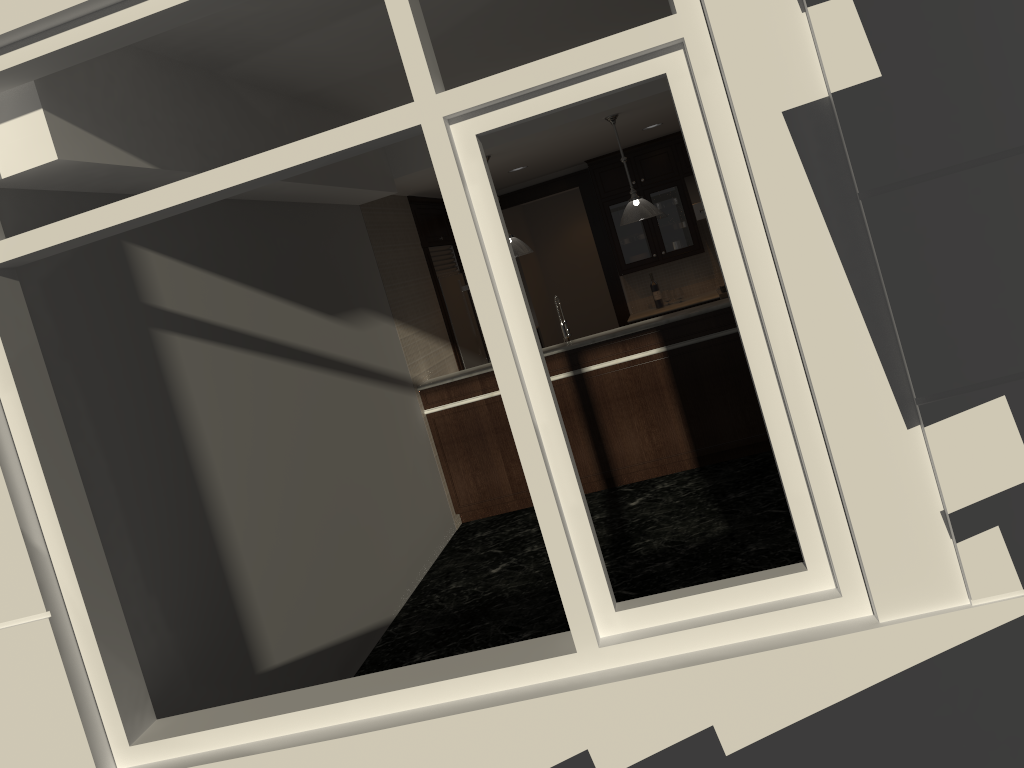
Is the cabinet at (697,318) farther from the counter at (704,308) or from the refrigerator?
the refrigerator

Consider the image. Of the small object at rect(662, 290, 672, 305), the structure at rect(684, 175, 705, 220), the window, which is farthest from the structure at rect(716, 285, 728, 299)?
the window

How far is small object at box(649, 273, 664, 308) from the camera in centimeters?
902cm

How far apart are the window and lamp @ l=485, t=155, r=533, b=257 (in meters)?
3.92

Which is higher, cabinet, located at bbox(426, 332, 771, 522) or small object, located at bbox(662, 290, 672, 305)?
small object, located at bbox(662, 290, 672, 305)

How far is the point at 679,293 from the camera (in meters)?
9.00

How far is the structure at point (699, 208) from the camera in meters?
8.6 m

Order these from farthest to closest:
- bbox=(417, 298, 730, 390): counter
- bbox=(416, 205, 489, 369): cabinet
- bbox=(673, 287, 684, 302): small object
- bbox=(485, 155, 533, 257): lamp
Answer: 1. bbox=(673, 287, 684, 302): small object
2. bbox=(416, 205, 489, 369): cabinet
3. bbox=(485, 155, 533, 257): lamp
4. bbox=(417, 298, 730, 390): counter

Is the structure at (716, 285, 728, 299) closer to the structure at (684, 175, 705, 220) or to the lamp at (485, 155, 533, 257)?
the structure at (684, 175, 705, 220)

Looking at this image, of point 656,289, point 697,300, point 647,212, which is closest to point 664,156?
point 656,289
